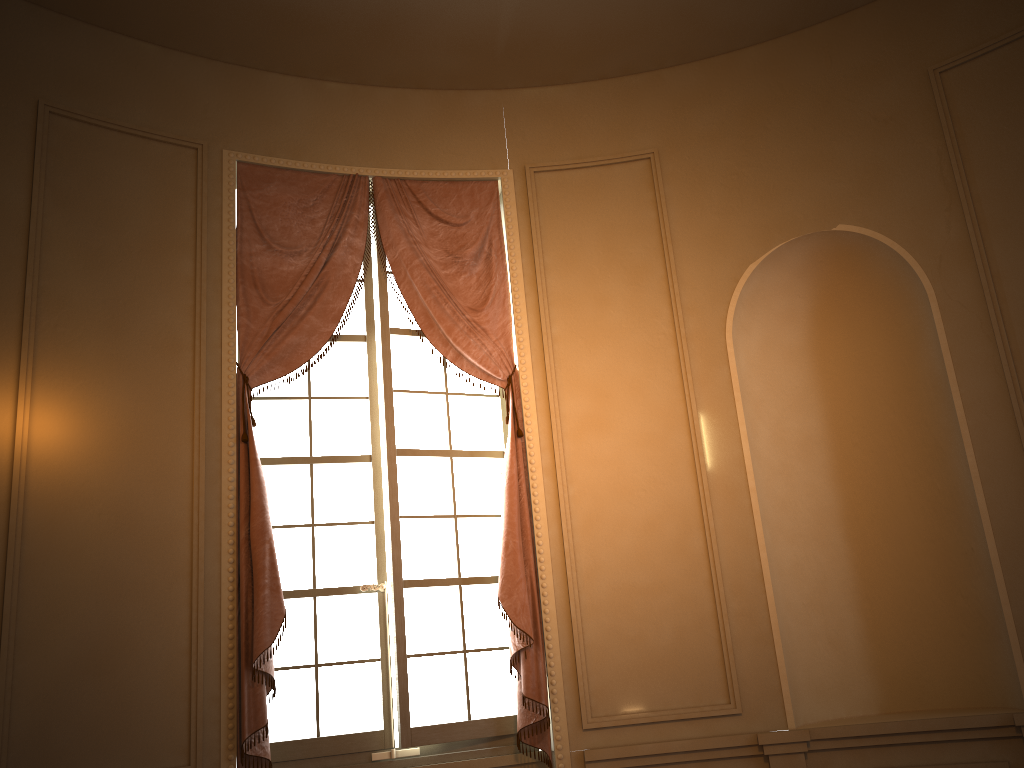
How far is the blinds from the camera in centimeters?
364cm

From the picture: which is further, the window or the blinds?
the window

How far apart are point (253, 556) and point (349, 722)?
0.9 meters

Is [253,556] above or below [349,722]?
above

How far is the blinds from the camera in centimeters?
364cm

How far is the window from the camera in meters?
3.9 m

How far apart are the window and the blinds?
0.08m

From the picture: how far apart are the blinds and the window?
0.1 meters

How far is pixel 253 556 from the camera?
3.64m
